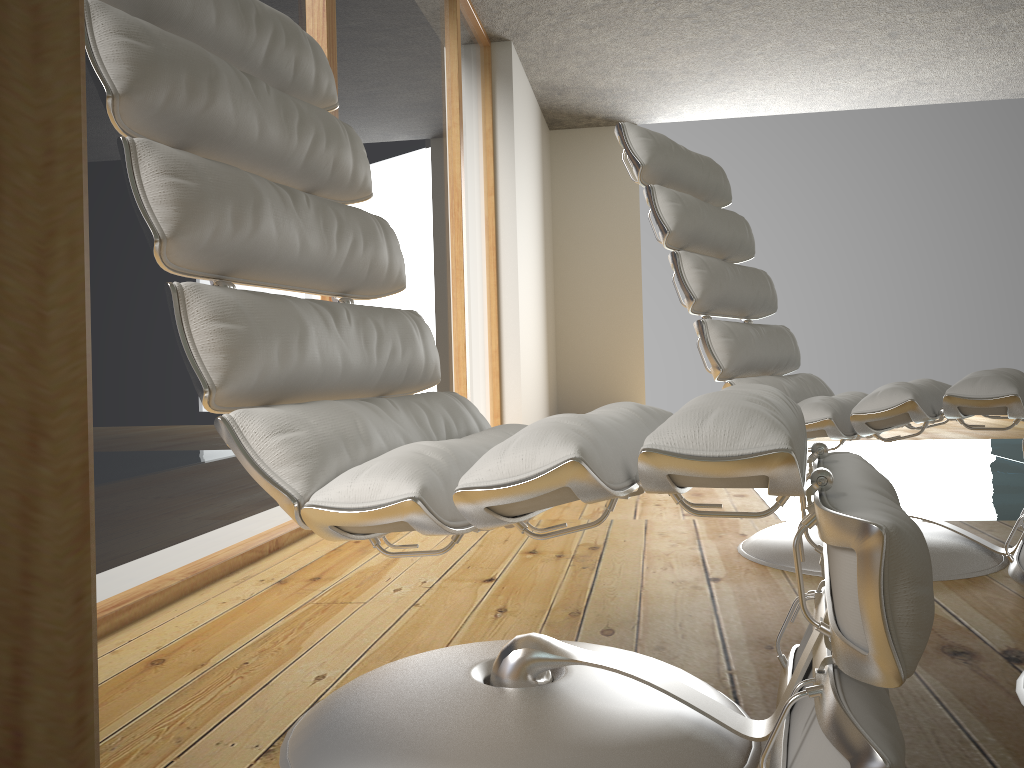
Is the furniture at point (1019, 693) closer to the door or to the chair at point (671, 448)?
the chair at point (671, 448)

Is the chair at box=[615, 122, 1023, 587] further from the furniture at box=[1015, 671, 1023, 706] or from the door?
the door

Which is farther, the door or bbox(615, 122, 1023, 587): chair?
bbox(615, 122, 1023, 587): chair

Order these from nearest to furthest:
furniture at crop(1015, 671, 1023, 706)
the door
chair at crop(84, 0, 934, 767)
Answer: the door
chair at crop(84, 0, 934, 767)
furniture at crop(1015, 671, 1023, 706)

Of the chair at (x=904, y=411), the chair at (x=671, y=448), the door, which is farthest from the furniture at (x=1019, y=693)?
the door

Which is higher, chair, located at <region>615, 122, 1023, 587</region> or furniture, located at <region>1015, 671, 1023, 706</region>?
chair, located at <region>615, 122, 1023, 587</region>

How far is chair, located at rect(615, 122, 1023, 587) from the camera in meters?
1.7

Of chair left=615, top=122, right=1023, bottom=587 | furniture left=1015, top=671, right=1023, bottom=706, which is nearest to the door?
furniture left=1015, top=671, right=1023, bottom=706

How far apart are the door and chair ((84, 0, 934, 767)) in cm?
42

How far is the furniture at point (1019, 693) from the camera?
→ 1.1 meters
